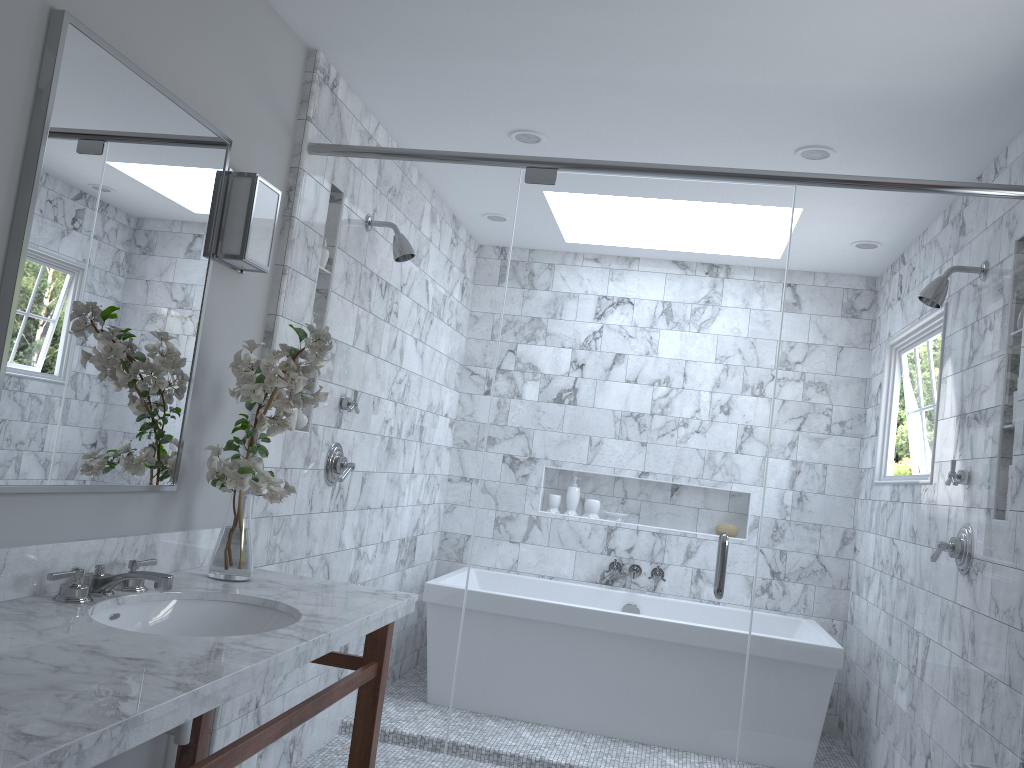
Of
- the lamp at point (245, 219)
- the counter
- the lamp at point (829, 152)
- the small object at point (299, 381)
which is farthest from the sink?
the lamp at point (829, 152)

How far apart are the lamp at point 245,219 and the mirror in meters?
0.1

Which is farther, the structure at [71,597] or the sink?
the sink

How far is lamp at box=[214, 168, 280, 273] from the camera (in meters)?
2.48

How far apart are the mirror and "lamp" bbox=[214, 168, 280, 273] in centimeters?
7cm

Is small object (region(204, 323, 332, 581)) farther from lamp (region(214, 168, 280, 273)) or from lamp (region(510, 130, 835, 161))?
lamp (region(510, 130, 835, 161))

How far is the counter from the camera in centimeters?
119cm

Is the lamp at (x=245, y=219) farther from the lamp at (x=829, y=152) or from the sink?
the lamp at (x=829, y=152)

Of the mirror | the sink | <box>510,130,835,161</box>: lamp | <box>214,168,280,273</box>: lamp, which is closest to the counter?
the sink

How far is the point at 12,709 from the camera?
1.2m
